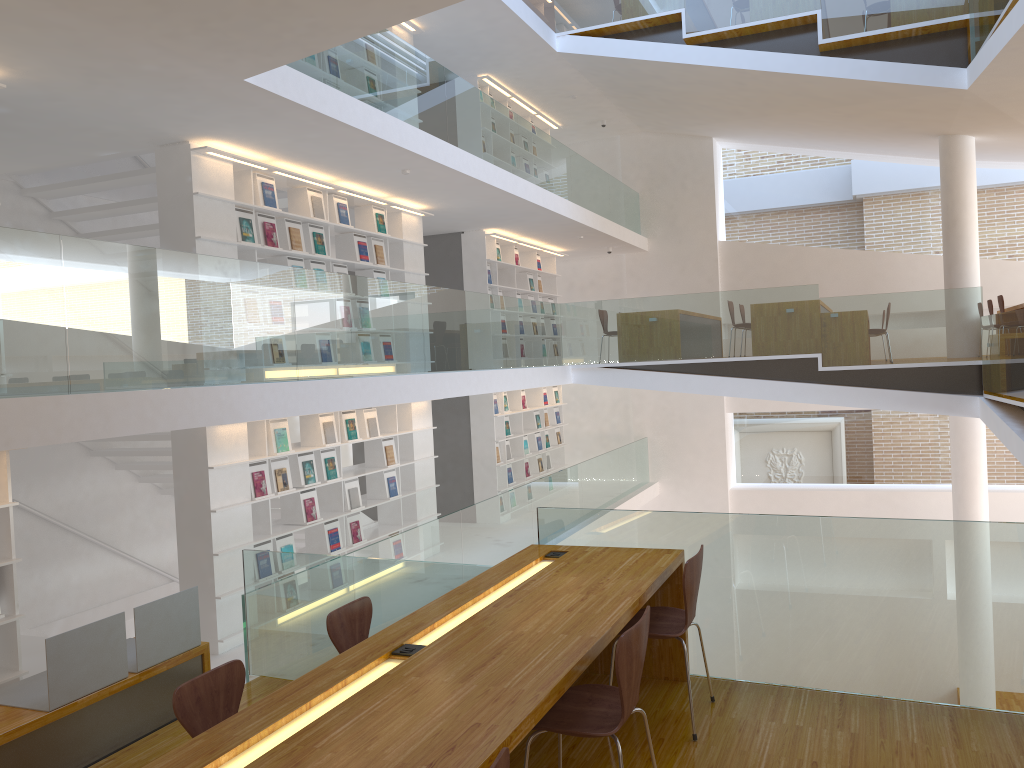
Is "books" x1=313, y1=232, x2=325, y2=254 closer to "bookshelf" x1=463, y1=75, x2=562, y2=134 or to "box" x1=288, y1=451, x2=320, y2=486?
"box" x1=288, y1=451, x2=320, y2=486

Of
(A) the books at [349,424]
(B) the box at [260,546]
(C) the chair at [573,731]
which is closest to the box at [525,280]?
(A) the books at [349,424]

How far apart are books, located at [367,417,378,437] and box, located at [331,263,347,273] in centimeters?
153cm

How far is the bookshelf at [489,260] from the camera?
11.7m

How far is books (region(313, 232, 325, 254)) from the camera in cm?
809

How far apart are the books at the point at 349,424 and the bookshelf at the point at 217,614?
0.4m

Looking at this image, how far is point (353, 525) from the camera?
8.49m

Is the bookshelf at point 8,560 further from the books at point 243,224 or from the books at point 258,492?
the books at point 243,224

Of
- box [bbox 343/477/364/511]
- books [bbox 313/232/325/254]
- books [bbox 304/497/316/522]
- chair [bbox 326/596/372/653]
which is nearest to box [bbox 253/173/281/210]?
books [bbox 313/232/325/254]

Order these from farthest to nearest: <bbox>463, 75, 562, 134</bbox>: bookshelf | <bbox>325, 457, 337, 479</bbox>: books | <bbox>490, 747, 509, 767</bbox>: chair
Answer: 1. <bbox>463, 75, 562, 134</bbox>: bookshelf
2. <bbox>325, 457, 337, 479</bbox>: books
3. <bbox>490, 747, 509, 767</bbox>: chair
